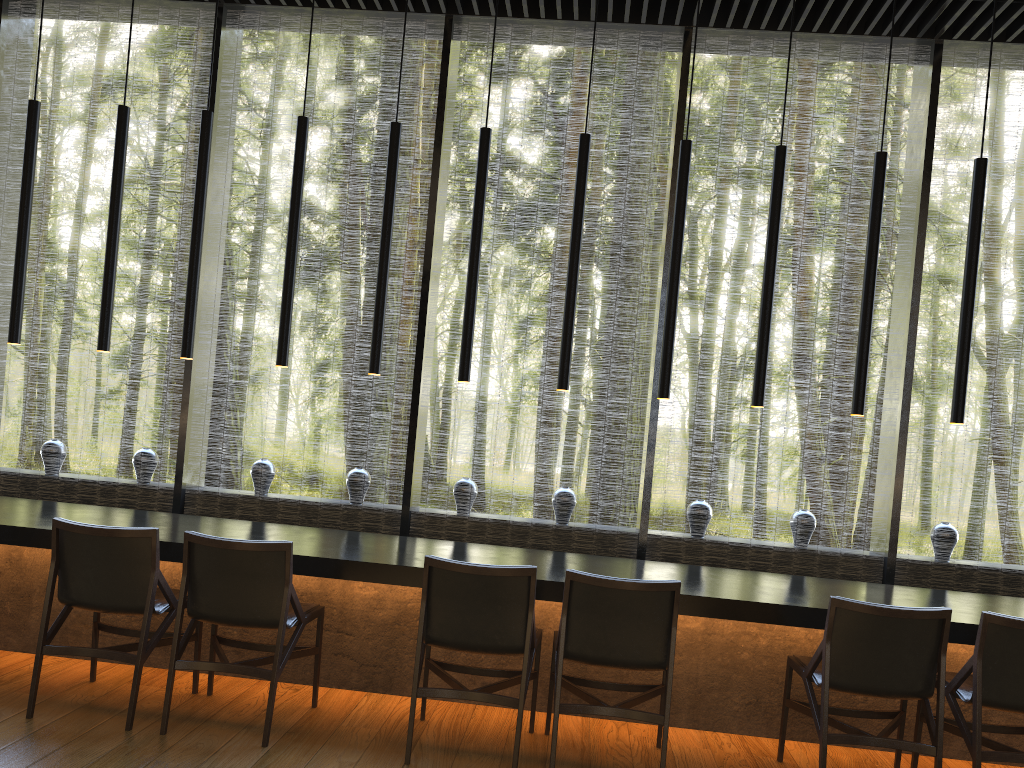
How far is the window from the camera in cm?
540

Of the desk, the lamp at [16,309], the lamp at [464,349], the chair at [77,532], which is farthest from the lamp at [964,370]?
the lamp at [16,309]

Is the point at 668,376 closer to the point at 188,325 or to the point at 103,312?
the point at 188,325

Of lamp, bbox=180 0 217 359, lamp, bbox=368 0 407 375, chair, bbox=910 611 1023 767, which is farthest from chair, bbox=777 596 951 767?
lamp, bbox=180 0 217 359

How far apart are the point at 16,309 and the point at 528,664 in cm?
322

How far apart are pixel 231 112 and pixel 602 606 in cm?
420

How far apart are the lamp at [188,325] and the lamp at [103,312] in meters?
0.4

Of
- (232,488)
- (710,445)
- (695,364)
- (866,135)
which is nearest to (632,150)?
(710,445)

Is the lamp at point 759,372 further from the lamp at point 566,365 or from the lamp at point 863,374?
the lamp at point 566,365

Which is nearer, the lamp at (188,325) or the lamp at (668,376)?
the lamp at (668,376)
